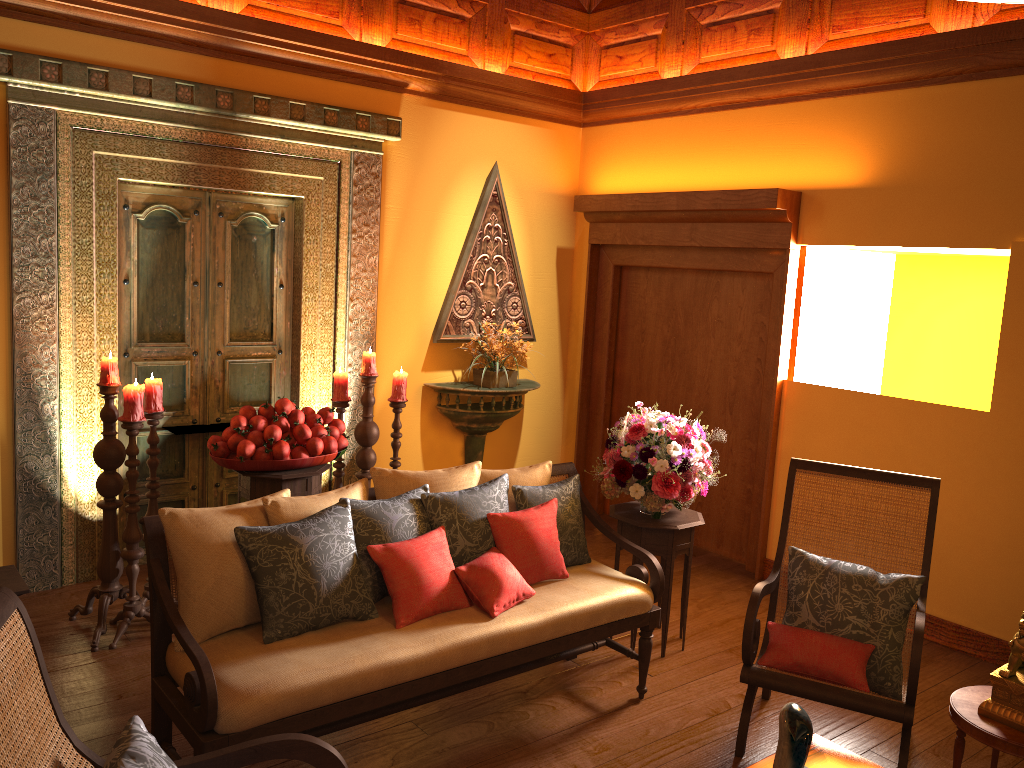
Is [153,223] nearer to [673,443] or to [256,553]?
[256,553]

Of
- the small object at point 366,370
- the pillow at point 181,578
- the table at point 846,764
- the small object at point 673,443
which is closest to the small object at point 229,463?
the small object at point 366,370

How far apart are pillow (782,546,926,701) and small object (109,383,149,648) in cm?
270

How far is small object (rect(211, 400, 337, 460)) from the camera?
3.8m

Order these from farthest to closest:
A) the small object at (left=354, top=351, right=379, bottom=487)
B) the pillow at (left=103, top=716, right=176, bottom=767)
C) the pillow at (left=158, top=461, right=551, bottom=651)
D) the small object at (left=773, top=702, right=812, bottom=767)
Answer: the small object at (left=354, top=351, right=379, bottom=487) → the pillow at (left=158, top=461, right=551, bottom=651) → the small object at (left=773, top=702, right=812, bottom=767) → the pillow at (left=103, top=716, right=176, bottom=767)

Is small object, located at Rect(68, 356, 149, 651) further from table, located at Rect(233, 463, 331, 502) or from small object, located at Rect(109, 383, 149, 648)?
table, located at Rect(233, 463, 331, 502)

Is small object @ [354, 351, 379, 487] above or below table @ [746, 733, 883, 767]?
above

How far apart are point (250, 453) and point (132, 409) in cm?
52

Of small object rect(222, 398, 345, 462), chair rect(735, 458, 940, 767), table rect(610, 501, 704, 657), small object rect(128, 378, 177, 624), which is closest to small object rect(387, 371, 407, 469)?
small object rect(222, 398, 345, 462)

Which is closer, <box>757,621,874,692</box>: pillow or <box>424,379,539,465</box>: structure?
<box>757,621,874,692</box>: pillow
